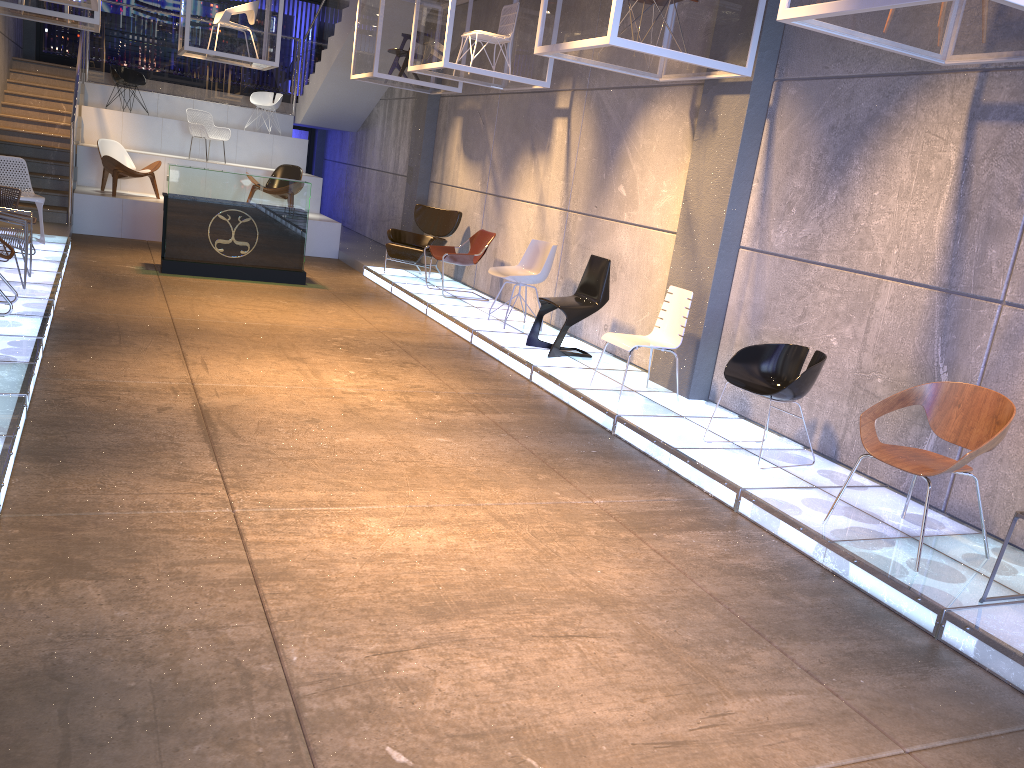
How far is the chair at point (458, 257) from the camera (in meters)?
10.38

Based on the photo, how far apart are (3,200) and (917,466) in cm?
879

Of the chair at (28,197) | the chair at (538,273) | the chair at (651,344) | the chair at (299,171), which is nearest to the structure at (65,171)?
the chair at (28,197)

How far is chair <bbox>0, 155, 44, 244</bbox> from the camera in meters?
9.7

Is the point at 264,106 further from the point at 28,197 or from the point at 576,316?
the point at 576,316

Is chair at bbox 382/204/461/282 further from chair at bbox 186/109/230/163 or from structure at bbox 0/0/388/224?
chair at bbox 186/109/230/163

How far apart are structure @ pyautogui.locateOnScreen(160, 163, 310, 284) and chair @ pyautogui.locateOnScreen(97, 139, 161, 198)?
2.98m

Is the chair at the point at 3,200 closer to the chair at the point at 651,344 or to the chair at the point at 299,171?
the chair at the point at 299,171

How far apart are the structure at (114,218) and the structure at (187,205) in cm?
275

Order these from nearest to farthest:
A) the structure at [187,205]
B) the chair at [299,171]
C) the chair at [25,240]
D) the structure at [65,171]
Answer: the chair at [25,240] < the structure at [187,205] < the structure at [65,171] < the chair at [299,171]
